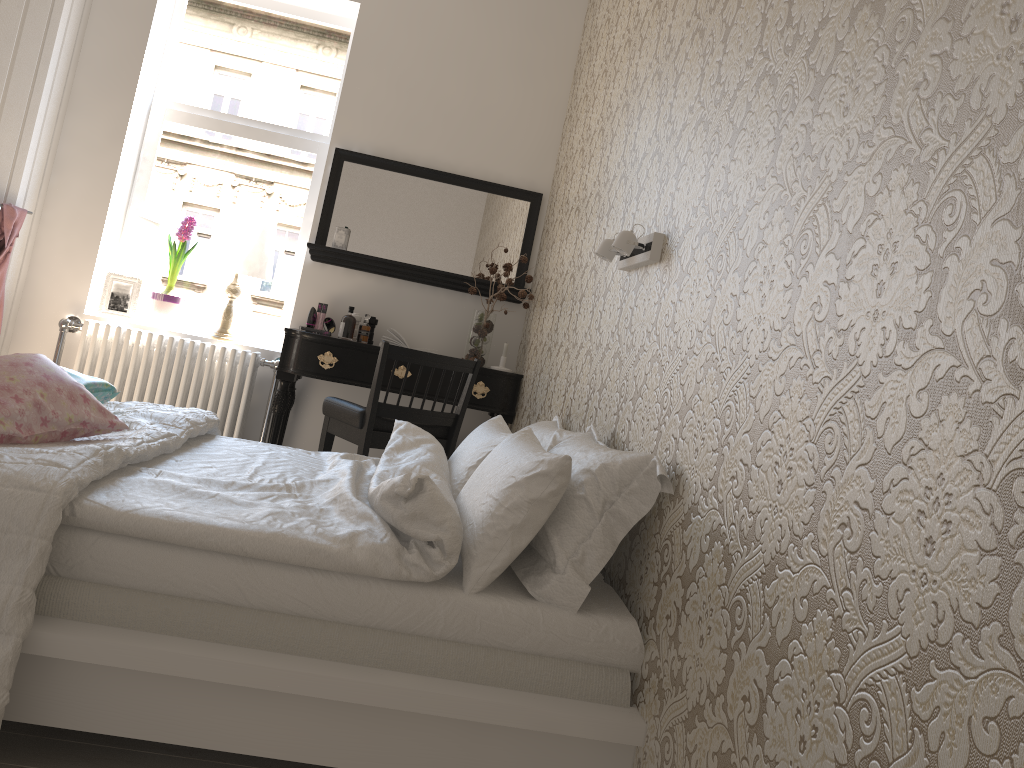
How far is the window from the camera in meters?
4.4 m

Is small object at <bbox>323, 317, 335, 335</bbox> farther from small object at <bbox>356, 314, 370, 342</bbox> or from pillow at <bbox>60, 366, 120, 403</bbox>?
pillow at <bbox>60, 366, 120, 403</bbox>

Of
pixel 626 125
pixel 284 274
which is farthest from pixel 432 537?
pixel 284 274

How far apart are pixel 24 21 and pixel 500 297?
2.3 meters

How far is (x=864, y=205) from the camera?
1.2 meters

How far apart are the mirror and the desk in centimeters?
49cm

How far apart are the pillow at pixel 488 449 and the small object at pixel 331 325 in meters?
1.6

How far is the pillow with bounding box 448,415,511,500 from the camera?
2.4m

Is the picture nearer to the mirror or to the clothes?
the clothes

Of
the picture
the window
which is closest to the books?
the window
